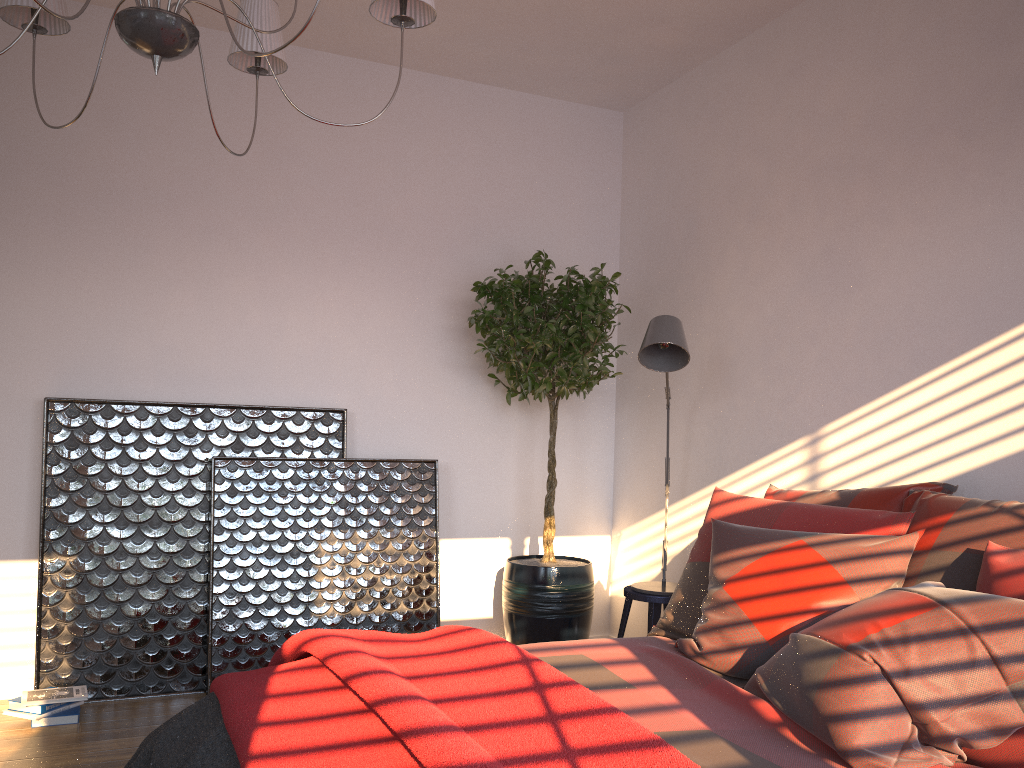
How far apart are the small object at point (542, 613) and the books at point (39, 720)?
1.8m

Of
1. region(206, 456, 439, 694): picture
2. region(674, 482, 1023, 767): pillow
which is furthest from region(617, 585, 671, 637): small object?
region(206, 456, 439, 694): picture

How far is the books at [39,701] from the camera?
3.3 meters

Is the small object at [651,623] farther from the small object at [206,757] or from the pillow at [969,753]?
the small object at [206,757]

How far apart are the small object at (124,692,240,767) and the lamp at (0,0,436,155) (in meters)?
1.41

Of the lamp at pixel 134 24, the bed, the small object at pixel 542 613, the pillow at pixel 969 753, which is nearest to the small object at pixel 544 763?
the bed

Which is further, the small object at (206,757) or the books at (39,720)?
the books at (39,720)

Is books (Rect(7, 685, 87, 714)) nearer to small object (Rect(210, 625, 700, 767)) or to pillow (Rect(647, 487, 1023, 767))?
small object (Rect(210, 625, 700, 767))

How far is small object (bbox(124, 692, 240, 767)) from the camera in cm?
188

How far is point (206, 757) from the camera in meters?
1.9 m
